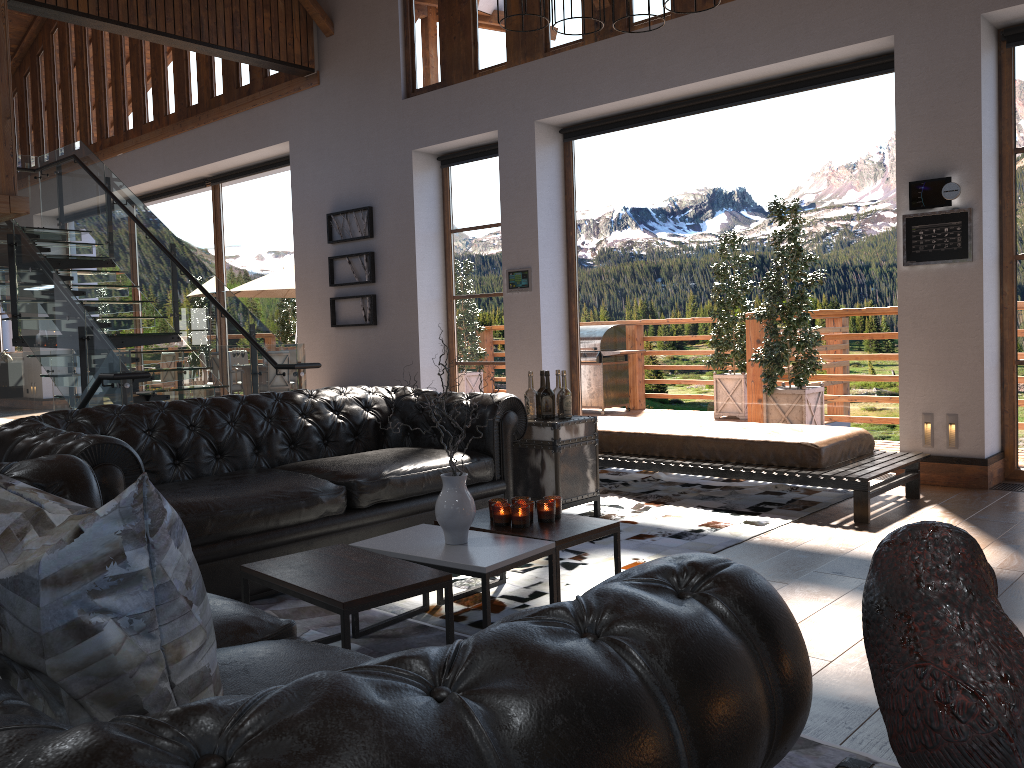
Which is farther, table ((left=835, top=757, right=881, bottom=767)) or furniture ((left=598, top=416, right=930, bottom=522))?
furniture ((left=598, top=416, right=930, bottom=522))

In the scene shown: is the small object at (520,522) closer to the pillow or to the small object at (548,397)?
the small object at (548,397)

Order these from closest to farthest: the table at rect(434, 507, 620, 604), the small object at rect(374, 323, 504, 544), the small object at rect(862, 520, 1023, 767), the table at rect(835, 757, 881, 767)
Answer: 1. the small object at rect(862, 520, 1023, 767)
2. the table at rect(835, 757, 881, 767)
3. the small object at rect(374, 323, 504, 544)
4. the table at rect(434, 507, 620, 604)

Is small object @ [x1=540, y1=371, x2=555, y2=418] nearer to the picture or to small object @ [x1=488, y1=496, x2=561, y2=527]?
small object @ [x1=488, y1=496, x2=561, y2=527]

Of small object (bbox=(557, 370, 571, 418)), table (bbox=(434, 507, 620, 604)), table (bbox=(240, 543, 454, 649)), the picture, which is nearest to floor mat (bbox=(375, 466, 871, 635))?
table (bbox=(434, 507, 620, 604))

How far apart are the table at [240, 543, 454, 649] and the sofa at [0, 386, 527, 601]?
0.6m

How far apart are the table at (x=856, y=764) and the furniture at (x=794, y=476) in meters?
4.2 m

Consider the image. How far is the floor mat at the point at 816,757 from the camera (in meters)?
2.26

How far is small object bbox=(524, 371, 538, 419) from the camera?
5.2m

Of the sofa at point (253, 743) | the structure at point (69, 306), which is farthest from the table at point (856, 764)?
the structure at point (69, 306)
